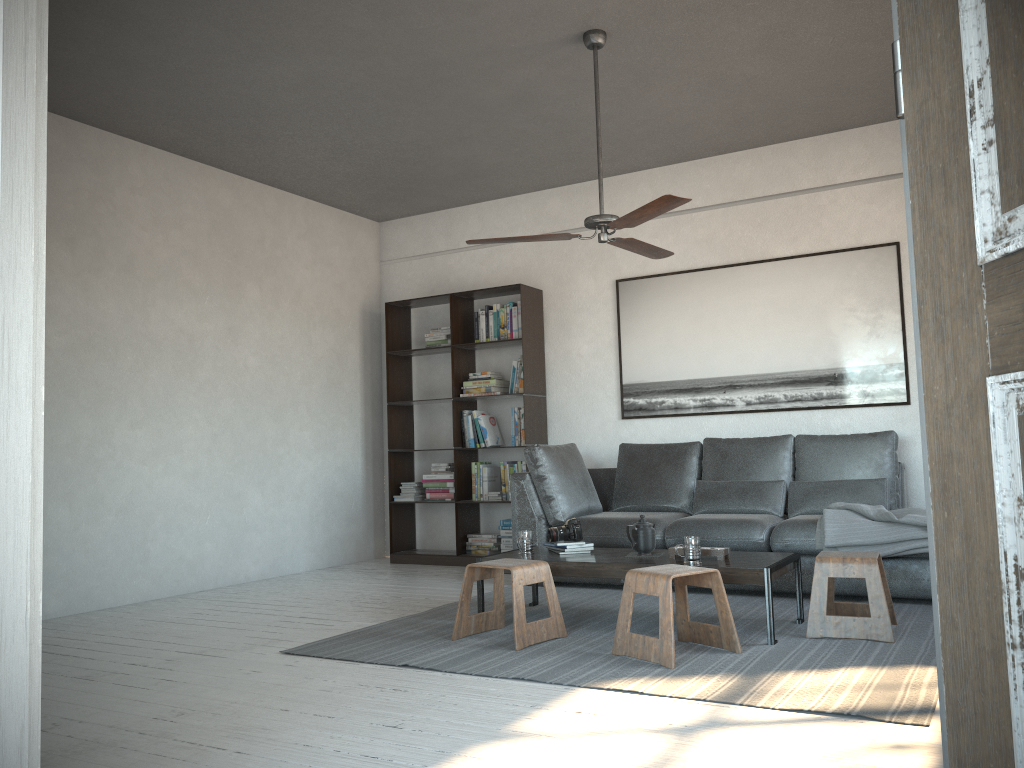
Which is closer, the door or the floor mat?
the door

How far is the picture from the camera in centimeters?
569cm

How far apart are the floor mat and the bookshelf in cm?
131

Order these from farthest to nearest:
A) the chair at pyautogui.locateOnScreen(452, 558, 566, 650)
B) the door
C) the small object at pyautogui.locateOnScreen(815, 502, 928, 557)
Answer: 1. the small object at pyautogui.locateOnScreen(815, 502, 928, 557)
2. the chair at pyautogui.locateOnScreen(452, 558, 566, 650)
3. the door

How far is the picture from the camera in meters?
5.7

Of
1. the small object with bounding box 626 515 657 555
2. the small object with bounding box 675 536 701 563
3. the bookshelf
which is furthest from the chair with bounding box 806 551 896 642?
the bookshelf

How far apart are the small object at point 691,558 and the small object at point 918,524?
1.00m

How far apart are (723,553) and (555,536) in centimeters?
90cm

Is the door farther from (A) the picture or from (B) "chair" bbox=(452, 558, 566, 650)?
(A) the picture

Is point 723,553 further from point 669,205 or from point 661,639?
point 669,205
